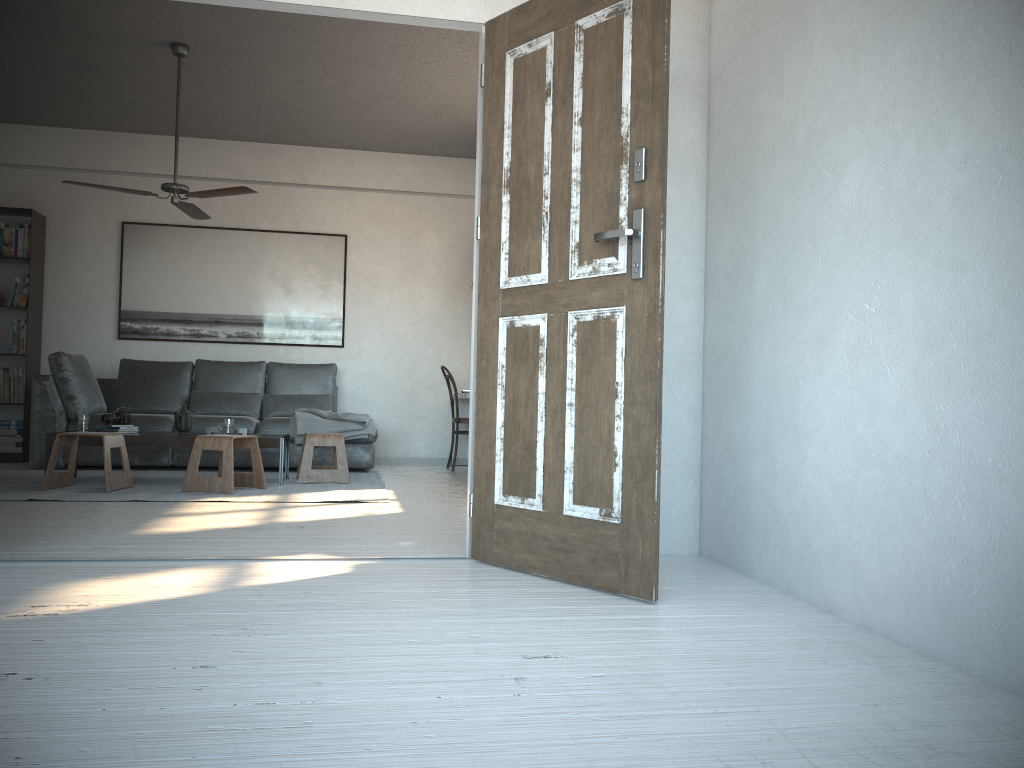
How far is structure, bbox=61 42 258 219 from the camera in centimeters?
563cm

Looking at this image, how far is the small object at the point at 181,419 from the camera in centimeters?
593cm

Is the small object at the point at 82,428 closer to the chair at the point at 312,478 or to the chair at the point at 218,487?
the chair at the point at 218,487

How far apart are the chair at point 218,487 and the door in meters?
2.5 m

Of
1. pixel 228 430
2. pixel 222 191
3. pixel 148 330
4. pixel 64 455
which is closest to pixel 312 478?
pixel 228 430

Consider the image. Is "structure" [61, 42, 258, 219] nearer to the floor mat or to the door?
the floor mat

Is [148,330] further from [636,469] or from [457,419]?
[636,469]

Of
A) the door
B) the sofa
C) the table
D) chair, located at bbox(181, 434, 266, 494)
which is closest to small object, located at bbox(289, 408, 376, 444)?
the sofa

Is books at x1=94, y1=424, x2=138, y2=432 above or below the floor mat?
above

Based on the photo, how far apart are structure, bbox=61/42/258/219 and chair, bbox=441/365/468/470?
2.62m
